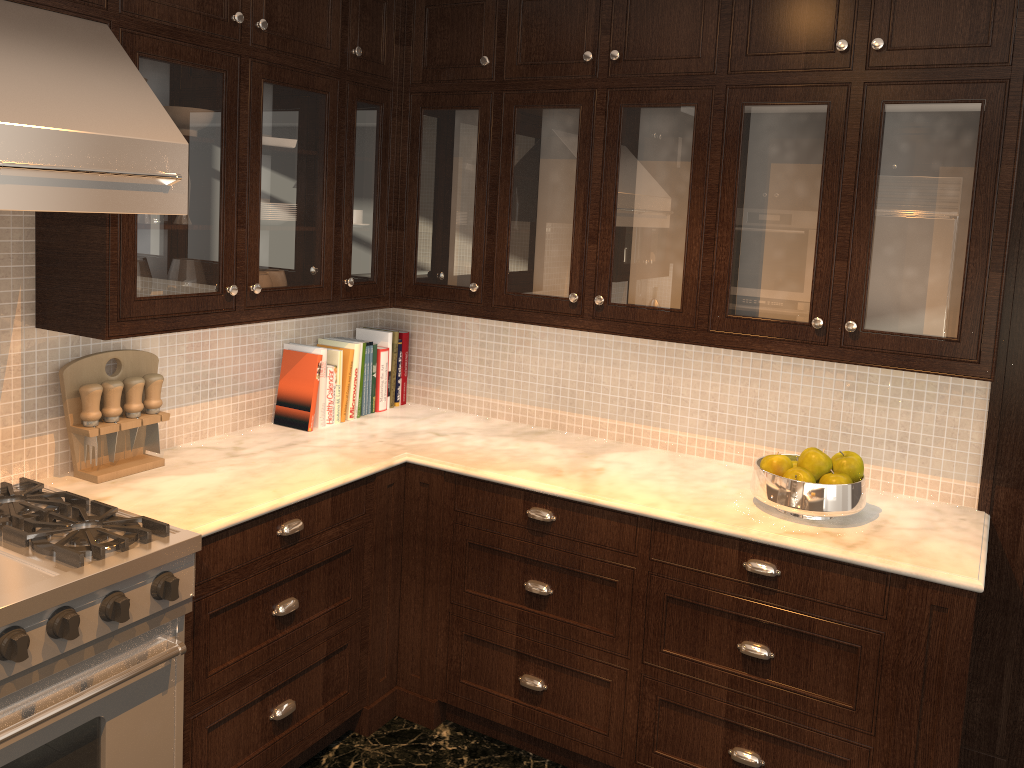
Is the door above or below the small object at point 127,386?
below

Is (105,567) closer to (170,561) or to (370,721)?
(170,561)

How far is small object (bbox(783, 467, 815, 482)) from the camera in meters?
2.5 m

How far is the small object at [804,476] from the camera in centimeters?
246cm

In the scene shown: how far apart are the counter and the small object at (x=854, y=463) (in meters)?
0.12

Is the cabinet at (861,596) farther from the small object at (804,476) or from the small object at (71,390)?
the small object at (71,390)

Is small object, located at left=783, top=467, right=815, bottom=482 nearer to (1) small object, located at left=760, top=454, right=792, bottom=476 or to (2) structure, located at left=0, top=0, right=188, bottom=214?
(1) small object, located at left=760, top=454, right=792, bottom=476

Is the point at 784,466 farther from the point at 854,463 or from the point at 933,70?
the point at 933,70

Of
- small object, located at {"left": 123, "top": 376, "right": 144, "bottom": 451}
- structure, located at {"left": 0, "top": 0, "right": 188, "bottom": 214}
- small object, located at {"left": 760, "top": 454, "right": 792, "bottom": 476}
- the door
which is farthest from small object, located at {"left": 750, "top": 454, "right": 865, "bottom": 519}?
small object, located at {"left": 123, "top": 376, "right": 144, "bottom": 451}

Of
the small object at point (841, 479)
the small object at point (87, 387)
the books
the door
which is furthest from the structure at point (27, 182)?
the door
